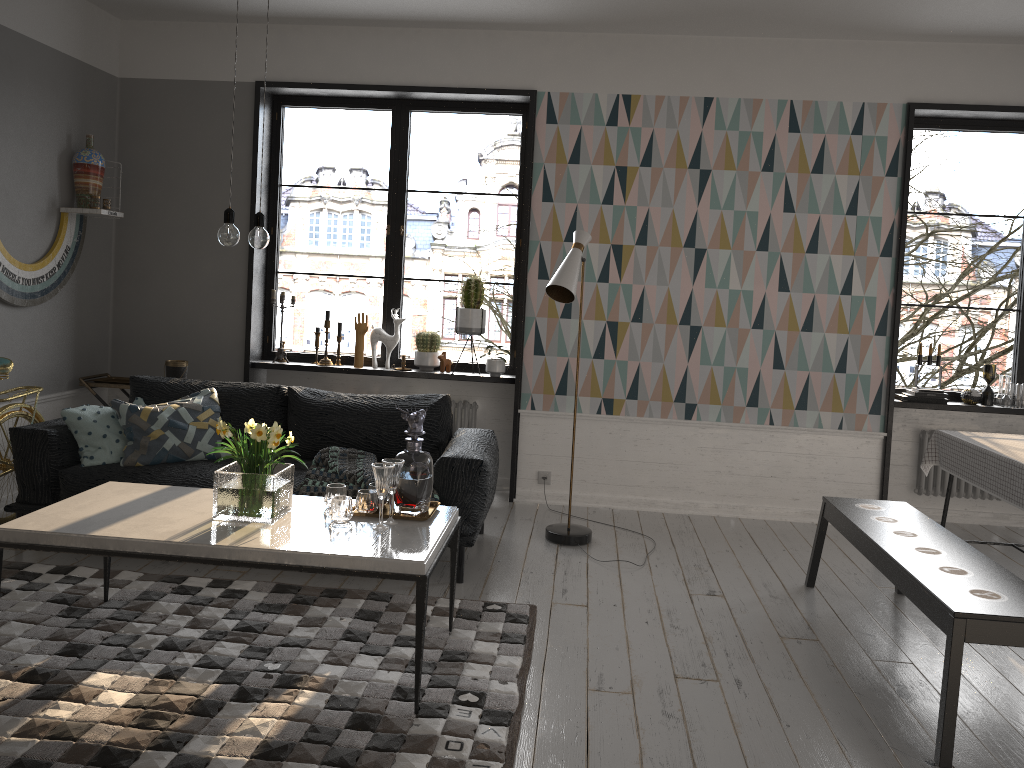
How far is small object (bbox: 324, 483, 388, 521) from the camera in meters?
3.2

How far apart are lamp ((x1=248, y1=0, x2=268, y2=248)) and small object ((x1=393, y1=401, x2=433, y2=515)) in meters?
0.8 m

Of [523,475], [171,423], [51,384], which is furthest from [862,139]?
[51,384]

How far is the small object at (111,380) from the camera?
5.7 meters

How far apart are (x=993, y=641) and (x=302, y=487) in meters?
2.9

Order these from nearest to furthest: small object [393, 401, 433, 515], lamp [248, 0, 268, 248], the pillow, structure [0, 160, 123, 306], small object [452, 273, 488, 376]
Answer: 1. lamp [248, 0, 268, 248]
2. small object [393, 401, 433, 515]
3. the pillow
4. structure [0, 160, 123, 306]
5. small object [452, 273, 488, 376]

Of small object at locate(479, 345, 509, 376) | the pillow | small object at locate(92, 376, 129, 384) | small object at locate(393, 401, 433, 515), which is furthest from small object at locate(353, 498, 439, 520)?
small object at locate(92, 376, 129, 384)

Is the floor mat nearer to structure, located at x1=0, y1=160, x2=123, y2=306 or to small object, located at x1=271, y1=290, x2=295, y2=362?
structure, located at x1=0, y1=160, x2=123, y2=306

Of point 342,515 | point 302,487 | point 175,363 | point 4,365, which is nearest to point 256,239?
point 342,515

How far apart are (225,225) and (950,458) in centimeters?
339cm
